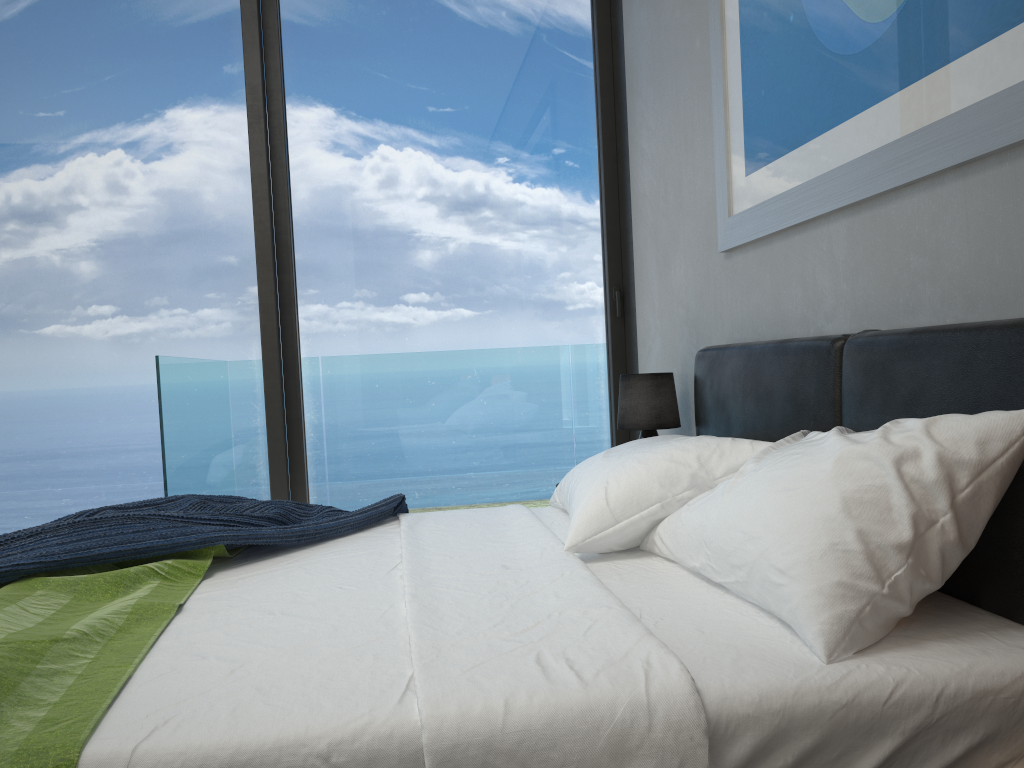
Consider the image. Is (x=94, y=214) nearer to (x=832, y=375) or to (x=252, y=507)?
(x=252, y=507)

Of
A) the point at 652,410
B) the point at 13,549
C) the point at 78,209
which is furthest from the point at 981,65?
the point at 78,209

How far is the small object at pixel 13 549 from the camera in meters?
1.7 m

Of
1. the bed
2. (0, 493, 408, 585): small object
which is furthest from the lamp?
(0, 493, 408, 585): small object

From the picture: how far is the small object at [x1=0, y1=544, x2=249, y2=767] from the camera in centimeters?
107cm

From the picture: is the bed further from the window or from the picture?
the window

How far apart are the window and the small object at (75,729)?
1.8 meters

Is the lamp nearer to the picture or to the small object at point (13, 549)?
→ the picture

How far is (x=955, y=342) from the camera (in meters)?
1.52

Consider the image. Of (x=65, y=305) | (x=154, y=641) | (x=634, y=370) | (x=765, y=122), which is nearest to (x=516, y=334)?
(x=634, y=370)
